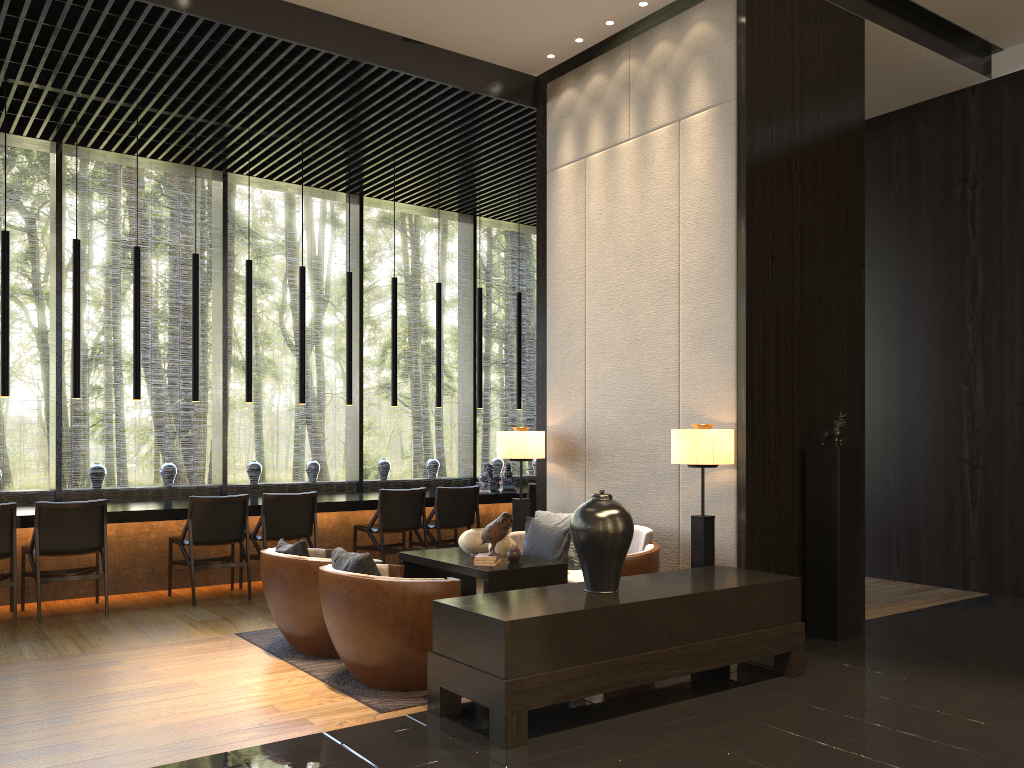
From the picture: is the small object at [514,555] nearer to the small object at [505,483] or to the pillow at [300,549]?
the pillow at [300,549]

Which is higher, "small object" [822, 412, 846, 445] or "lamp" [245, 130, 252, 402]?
"lamp" [245, 130, 252, 402]

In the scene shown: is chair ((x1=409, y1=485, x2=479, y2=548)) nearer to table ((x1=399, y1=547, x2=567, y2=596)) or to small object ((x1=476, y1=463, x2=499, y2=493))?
small object ((x1=476, y1=463, x2=499, y2=493))

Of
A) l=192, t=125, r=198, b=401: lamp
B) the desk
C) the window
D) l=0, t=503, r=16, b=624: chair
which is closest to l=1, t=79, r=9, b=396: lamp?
the desk

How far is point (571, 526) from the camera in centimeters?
425cm

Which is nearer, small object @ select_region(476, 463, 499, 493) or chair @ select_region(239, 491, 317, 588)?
chair @ select_region(239, 491, 317, 588)

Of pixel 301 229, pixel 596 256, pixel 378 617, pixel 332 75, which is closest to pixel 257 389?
pixel 332 75

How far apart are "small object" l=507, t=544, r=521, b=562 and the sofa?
0.6 meters

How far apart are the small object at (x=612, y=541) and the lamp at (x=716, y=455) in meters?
1.0

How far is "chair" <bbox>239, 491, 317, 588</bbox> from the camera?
7.08m
